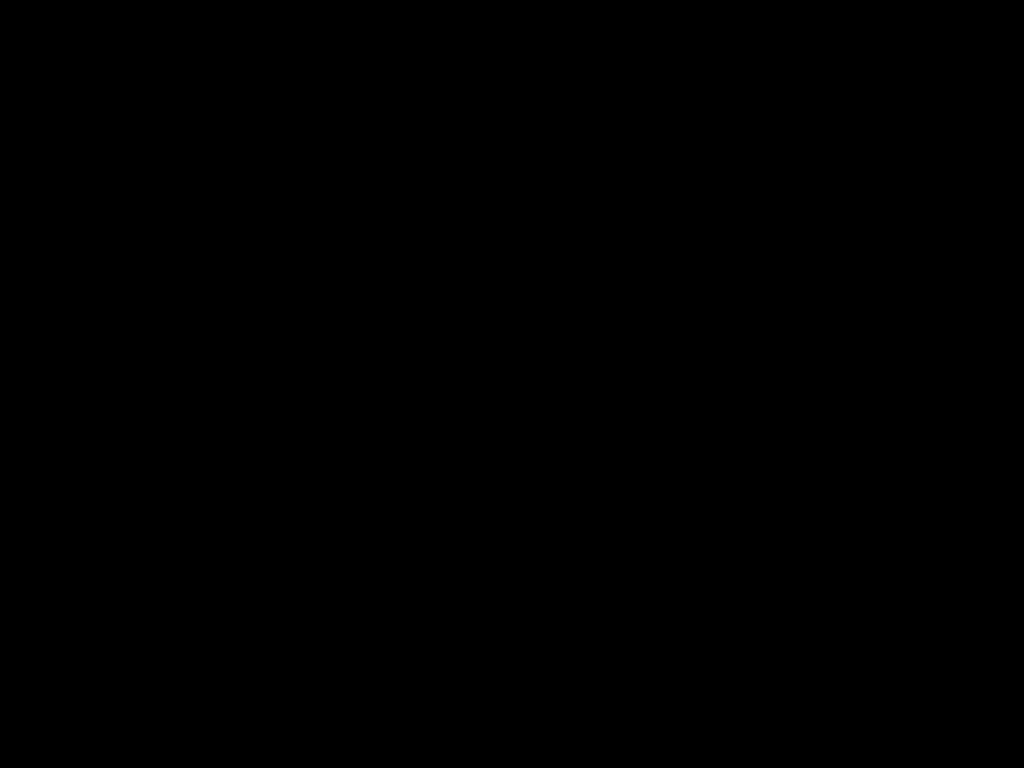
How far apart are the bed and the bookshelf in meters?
0.0 m

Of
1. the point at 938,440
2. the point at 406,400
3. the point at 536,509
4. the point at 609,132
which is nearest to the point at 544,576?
the point at 536,509

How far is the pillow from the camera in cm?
118

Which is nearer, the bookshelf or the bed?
the bed

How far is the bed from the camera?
0.65m

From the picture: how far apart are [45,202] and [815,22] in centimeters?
100cm

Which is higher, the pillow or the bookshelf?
the pillow

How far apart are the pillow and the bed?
0.0 meters

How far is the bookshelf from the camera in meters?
1.2 m
